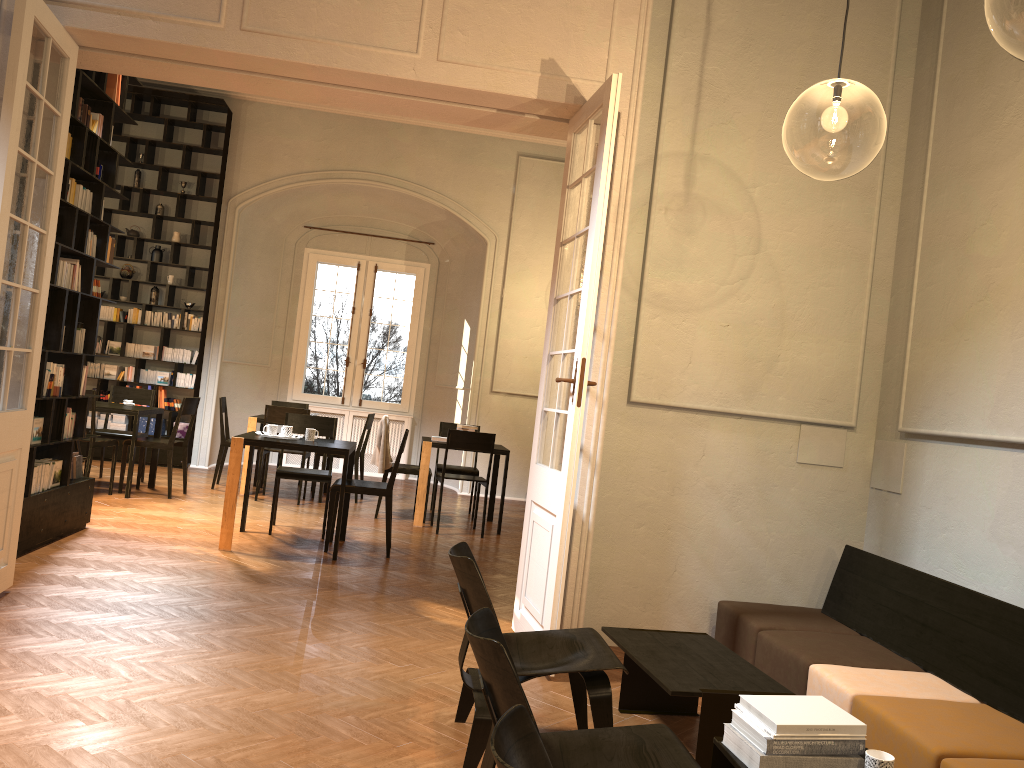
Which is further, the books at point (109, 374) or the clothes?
the books at point (109, 374)

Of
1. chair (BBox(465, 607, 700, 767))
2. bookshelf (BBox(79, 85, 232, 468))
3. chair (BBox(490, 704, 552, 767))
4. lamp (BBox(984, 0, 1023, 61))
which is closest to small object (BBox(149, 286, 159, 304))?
bookshelf (BBox(79, 85, 232, 468))

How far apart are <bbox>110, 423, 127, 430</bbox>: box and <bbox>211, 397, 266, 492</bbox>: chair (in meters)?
2.02

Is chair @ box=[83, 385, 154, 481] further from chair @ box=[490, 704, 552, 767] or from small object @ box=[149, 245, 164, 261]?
chair @ box=[490, 704, 552, 767]

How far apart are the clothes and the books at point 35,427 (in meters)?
3.77

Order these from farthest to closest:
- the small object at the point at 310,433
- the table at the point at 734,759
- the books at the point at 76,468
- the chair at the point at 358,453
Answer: the chair at the point at 358,453
the small object at the point at 310,433
the books at the point at 76,468
the table at the point at 734,759

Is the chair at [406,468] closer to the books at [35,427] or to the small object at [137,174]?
the books at [35,427]

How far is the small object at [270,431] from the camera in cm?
746

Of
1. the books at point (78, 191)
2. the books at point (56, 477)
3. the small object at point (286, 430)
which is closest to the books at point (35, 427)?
the books at point (56, 477)

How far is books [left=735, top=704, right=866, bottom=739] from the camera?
2.69m
